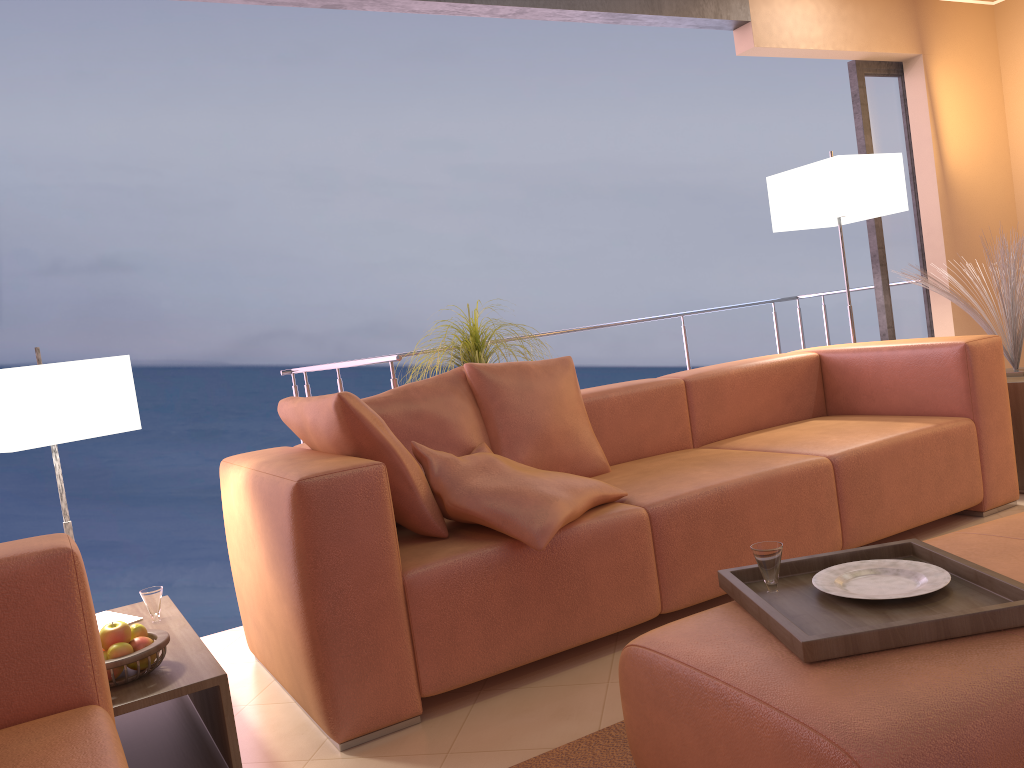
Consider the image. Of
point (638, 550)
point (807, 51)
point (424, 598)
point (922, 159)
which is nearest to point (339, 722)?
point (424, 598)

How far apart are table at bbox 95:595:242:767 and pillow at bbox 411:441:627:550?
0.7 meters

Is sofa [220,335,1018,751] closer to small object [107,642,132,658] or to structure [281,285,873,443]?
small object [107,642,132,658]

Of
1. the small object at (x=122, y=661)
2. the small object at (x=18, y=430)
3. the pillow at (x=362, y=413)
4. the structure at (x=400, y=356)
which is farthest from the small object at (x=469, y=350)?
the small object at (x=122, y=661)

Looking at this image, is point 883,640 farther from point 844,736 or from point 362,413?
point 362,413

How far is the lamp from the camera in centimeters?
408cm

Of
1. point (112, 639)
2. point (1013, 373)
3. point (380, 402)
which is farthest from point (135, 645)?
point (1013, 373)

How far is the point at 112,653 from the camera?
1.9m

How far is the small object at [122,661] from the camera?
1.9 meters

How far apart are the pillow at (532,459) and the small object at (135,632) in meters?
1.2
